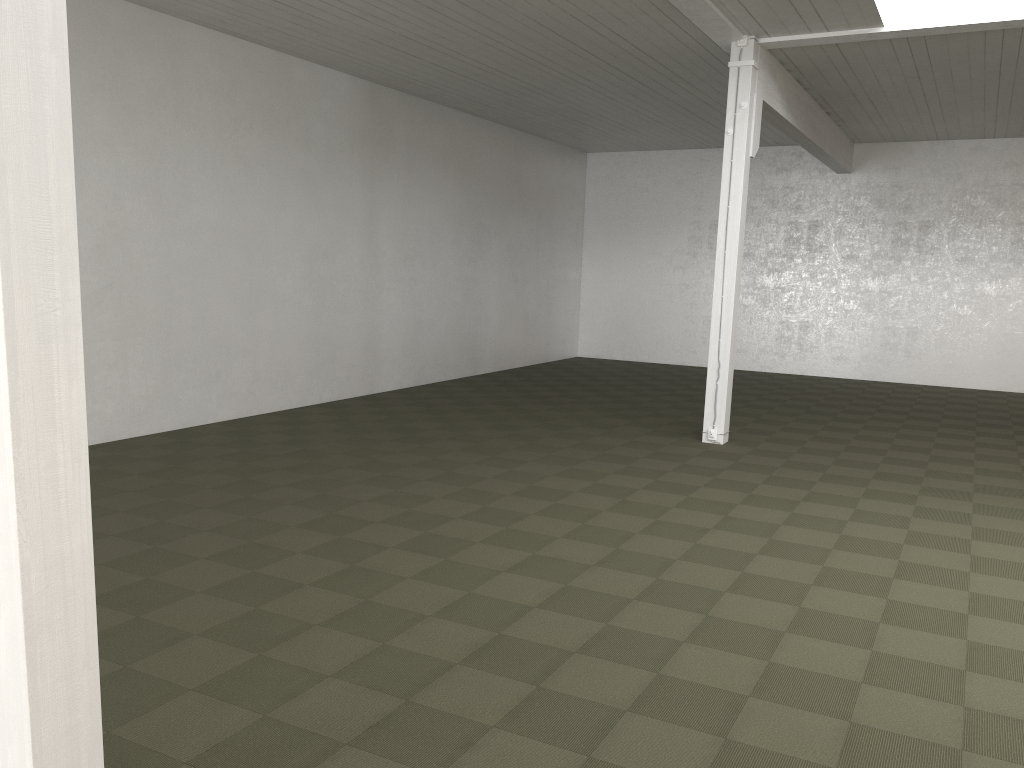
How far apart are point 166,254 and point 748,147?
6.7m

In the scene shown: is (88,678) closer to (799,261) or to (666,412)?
(666,412)
